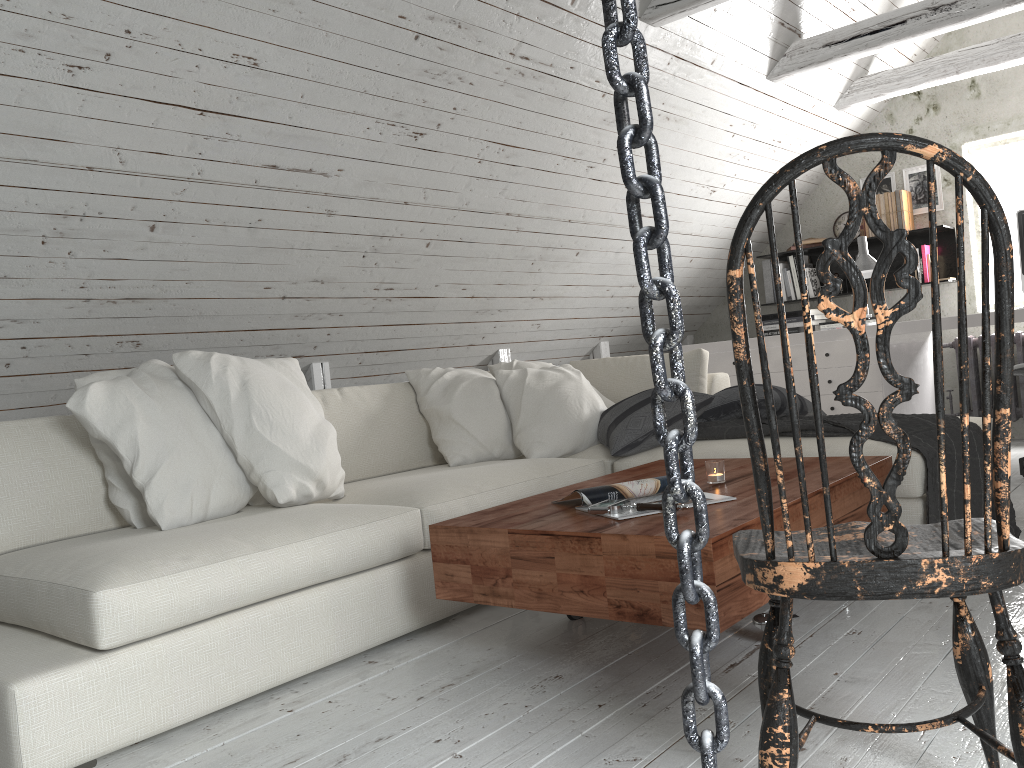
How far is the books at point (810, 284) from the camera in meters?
5.7 m

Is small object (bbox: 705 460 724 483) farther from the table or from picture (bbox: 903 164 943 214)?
picture (bbox: 903 164 943 214)

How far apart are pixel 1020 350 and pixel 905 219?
1.0 meters

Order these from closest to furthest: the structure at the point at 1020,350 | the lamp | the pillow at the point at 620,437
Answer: the pillow at the point at 620,437
the lamp
the structure at the point at 1020,350

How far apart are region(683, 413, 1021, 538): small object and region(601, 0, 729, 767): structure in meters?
2.2 m

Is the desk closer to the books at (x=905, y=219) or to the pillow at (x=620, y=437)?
the books at (x=905, y=219)

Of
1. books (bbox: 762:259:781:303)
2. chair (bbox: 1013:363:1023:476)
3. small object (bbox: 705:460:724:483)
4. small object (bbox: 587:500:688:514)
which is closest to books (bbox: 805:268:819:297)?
books (bbox: 762:259:781:303)

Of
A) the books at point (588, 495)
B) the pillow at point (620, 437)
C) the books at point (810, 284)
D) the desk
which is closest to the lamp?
the desk

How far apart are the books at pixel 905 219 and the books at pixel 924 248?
0.17m

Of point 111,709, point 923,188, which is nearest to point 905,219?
point 923,188
